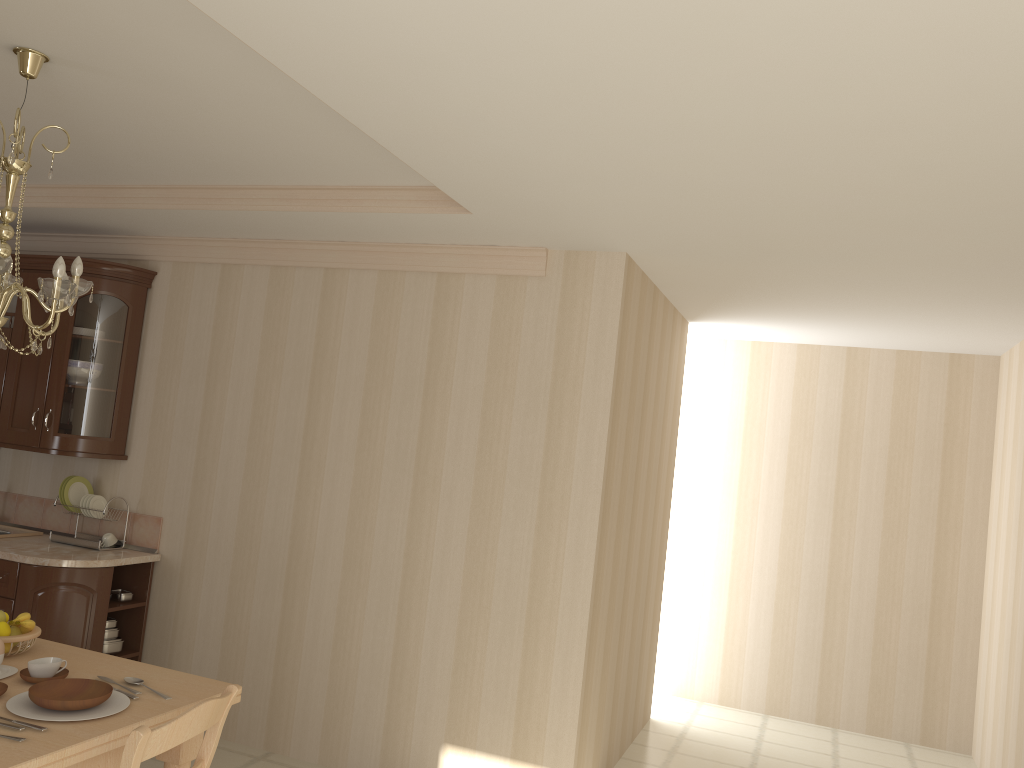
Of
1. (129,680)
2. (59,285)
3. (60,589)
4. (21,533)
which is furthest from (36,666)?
(21,533)

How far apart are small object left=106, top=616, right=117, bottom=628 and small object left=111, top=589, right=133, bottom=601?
0.1 meters

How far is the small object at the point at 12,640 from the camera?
2.7 meters

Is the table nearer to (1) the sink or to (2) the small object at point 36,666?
(2) the small object at point 36,666

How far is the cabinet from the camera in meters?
4.1 m

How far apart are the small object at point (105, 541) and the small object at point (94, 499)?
0.2m

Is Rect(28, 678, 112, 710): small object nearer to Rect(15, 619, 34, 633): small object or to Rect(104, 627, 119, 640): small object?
Rect(15, 619, 34, 633): small object

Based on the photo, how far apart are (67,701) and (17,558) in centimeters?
220cm

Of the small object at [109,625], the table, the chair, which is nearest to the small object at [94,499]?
the small object at [109,625]

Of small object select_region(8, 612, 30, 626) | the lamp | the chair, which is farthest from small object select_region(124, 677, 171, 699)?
the lamp
